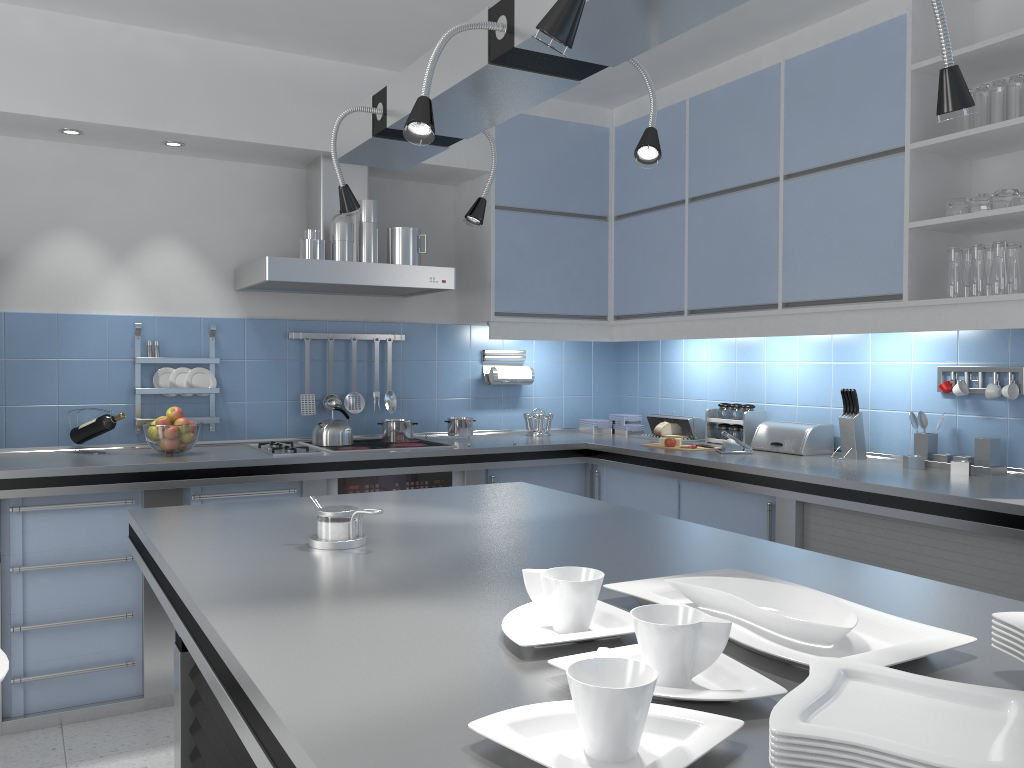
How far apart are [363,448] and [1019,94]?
2.9 meters

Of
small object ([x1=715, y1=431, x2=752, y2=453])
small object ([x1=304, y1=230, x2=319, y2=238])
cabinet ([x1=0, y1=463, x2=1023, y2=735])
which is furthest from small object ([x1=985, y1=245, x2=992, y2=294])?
small object ([x1=304, y1=230, x2=319, y2=238])

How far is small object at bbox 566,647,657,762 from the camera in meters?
0.8

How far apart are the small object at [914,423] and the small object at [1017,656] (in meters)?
2.52

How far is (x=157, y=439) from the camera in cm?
364

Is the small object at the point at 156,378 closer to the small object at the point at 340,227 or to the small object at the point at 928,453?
the small object at the point at 340,227

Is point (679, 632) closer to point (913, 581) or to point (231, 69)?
point (913, 581)

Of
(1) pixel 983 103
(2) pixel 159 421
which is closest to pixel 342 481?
(2) pixel 159 421

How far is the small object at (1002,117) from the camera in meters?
3.0 m

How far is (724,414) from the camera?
4.33m
